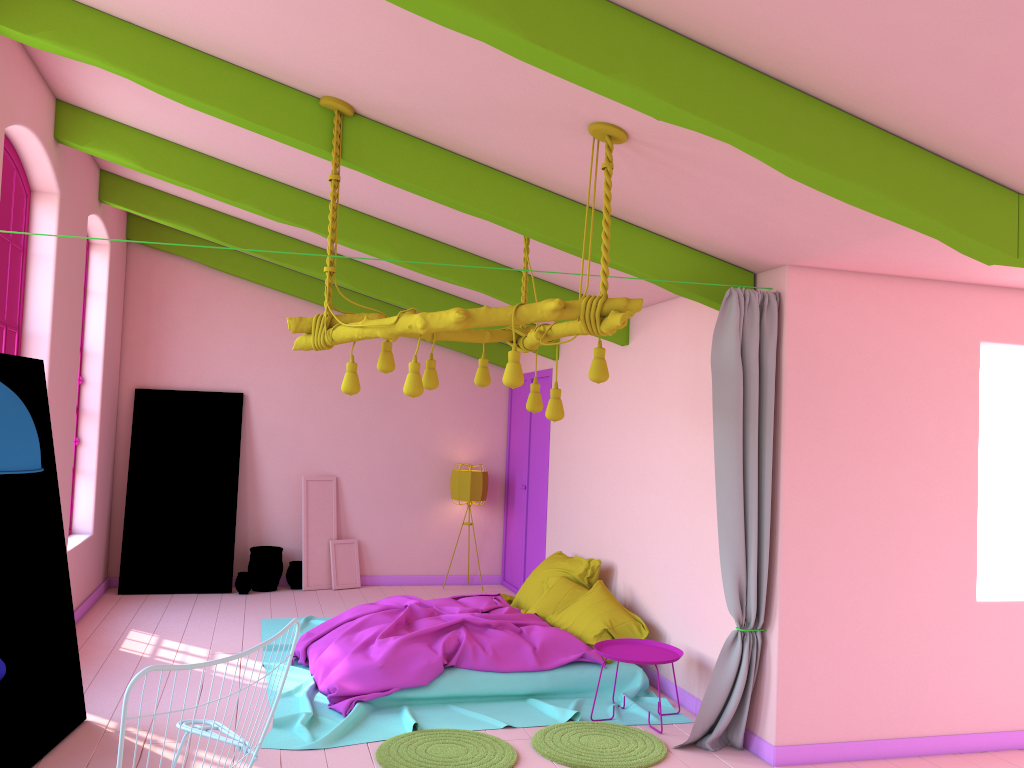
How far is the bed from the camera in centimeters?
567cm

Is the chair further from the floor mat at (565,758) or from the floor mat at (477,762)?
the floor mat at (565,758)

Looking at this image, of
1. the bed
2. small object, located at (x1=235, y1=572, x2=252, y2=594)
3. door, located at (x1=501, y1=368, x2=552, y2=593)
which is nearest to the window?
the bed

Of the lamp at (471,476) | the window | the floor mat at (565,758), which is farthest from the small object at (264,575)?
the floor mat at (565,758)

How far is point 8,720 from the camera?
Result: 3.27m

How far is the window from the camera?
6.1m

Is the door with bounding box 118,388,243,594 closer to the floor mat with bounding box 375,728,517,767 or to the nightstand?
the floor mat with bounding box 375,728,517,767

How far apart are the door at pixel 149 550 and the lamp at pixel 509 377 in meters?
5.5 m

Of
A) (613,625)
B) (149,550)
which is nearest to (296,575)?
(149,550)

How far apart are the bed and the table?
1.8m
